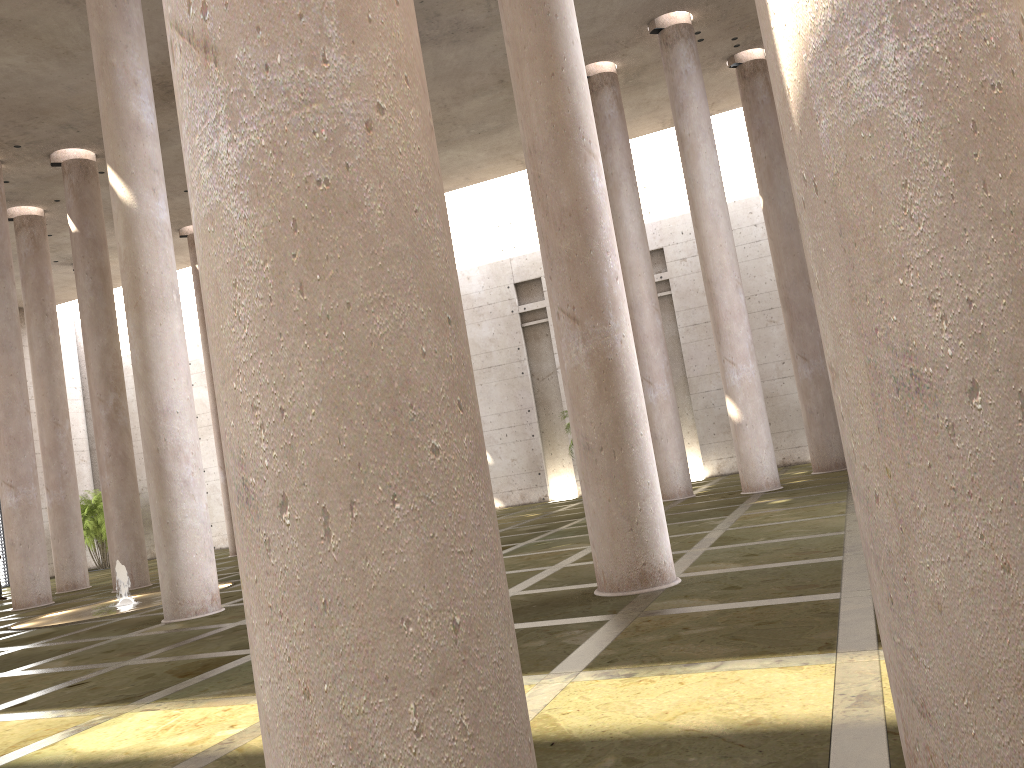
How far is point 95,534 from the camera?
32.9 meters

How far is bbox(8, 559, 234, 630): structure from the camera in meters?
15.7

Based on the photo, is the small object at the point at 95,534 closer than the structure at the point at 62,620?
No

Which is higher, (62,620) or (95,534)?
(95,534)

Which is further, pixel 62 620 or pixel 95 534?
pixel 95 534

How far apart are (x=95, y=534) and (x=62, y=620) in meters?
18.9 m

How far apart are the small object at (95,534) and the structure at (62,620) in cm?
1604

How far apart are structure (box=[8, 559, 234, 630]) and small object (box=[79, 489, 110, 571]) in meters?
16.0 m

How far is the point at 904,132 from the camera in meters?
2.6 m

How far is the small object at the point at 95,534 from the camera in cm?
3290
